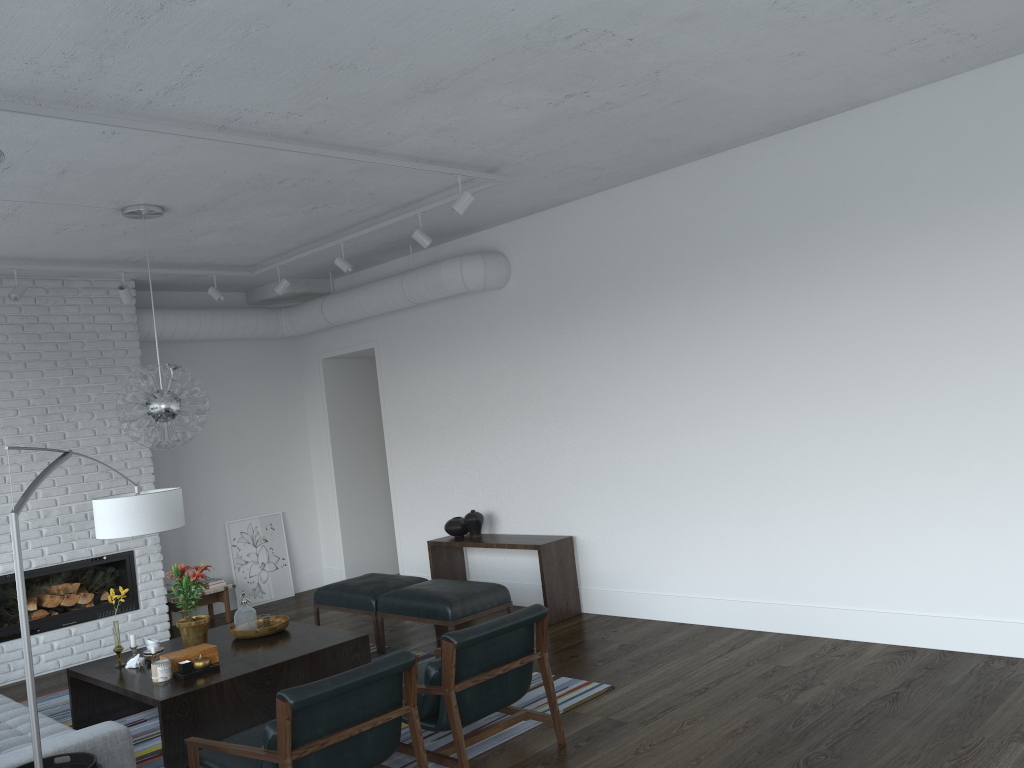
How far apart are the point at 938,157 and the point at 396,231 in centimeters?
403cm

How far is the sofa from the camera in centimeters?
357cm

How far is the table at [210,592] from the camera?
8.2 meters

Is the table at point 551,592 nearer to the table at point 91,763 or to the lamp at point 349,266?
the lamp at point 349,266

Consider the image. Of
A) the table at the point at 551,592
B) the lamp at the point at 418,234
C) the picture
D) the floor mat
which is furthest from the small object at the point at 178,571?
the picture

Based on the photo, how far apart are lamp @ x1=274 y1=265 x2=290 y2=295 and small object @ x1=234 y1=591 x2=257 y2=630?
2.9 meters

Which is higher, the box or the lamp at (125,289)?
the lamp at (125,289)

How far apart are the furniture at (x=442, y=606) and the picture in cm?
302

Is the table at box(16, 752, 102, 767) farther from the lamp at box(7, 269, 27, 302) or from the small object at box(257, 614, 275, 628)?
the lamp at box(7, 269, 27, 302)

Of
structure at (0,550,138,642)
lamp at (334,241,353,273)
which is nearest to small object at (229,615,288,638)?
structure at (0,550,138,642)
